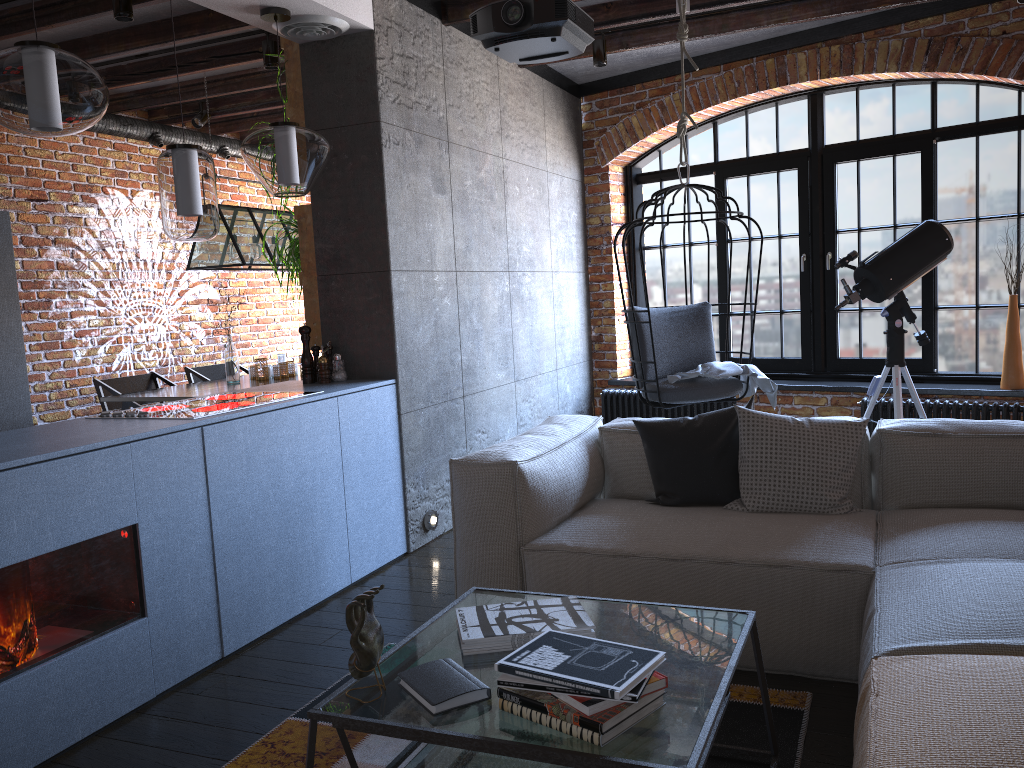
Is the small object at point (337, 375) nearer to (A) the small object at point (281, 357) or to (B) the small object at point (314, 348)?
(B) the small object at point (314, 348)

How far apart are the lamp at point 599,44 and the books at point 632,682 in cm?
420

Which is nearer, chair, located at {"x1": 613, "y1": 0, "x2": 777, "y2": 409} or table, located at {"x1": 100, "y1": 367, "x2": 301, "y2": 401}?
chair, located at {"x1": 613, "y1": 0, "x2": 777, "y2": 409}

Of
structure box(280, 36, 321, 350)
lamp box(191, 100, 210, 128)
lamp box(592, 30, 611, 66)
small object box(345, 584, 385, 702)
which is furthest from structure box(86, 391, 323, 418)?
lamp box(191, 100, 210, 128)

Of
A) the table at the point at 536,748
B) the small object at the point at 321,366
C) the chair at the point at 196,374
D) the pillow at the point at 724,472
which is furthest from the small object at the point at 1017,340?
the chair at the point at 196,374

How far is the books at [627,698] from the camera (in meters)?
1.56

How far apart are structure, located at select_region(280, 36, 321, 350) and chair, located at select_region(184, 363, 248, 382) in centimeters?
214cm

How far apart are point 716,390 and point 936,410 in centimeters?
142cm

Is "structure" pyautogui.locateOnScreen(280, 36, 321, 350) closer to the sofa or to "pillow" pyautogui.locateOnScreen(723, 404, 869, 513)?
the sofa

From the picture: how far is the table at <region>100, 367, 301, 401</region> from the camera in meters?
5.0 m
